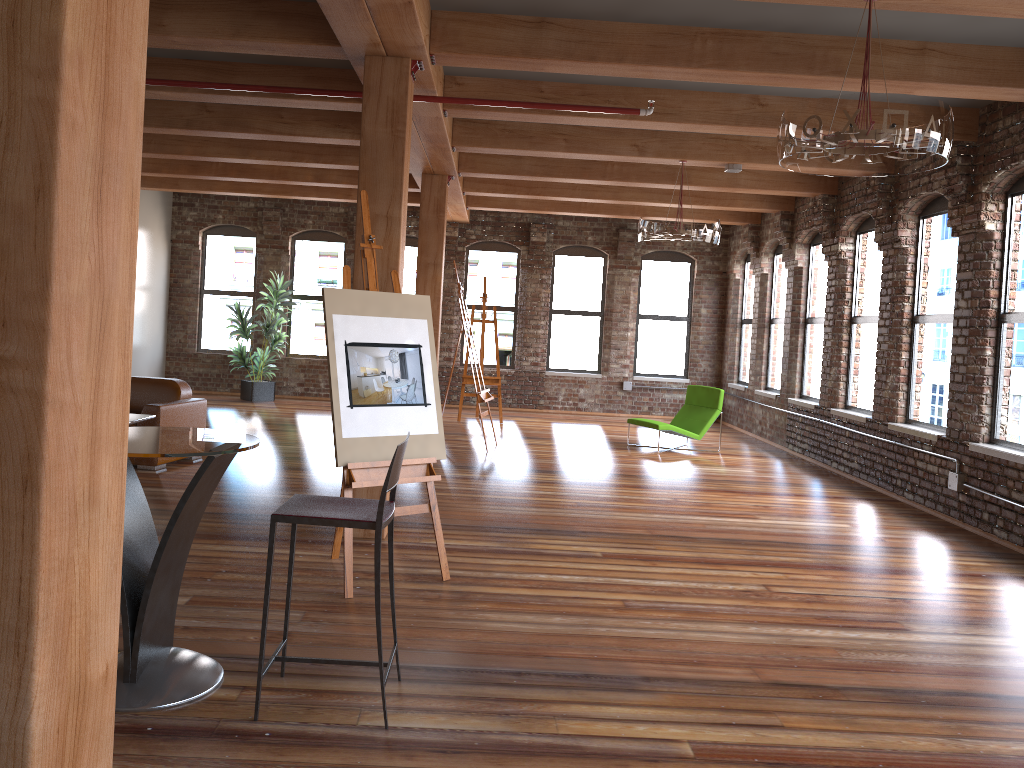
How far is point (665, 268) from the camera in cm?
1506

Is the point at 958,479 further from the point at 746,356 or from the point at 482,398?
the point at 746,356

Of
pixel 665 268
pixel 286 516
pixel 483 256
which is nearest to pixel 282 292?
pixel 483 256

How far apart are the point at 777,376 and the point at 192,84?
8.90m

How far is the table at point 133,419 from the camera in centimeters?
661cm

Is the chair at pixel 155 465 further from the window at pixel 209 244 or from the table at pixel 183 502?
the window at pixel 209 244

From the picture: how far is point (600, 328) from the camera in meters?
15.1 m

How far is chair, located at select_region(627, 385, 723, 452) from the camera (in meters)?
10.72

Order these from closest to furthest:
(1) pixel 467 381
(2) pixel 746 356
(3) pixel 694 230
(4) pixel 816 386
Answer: (3) pixel 694 230
(4) pixel 816 386
(1) pixel 467 381
(2) pixel 746 356

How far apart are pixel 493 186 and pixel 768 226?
4.1 meters
